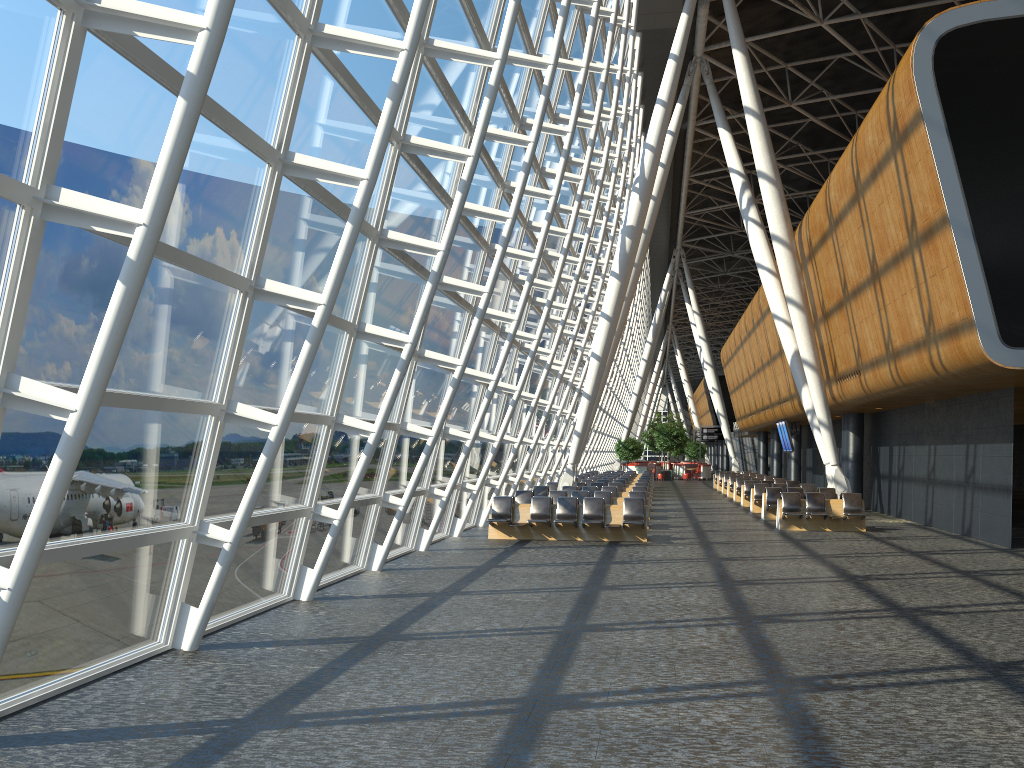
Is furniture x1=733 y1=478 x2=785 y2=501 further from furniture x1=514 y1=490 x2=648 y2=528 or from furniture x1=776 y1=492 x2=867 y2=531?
furniture x1=514 y1=490 x2=648 y2=528

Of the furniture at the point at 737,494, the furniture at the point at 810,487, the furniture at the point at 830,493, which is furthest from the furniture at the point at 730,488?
the furniture at the point at 830,493

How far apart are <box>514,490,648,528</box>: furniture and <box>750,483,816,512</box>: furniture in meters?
6.4

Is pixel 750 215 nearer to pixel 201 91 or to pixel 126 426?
pixel 126 426

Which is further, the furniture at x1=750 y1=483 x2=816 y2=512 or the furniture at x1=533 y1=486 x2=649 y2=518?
the furniture at x1=750 y1=483 x2=816 y2=512

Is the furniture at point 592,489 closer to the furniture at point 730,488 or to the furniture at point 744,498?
the furniture at point 744,498

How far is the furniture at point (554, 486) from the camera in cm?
2692

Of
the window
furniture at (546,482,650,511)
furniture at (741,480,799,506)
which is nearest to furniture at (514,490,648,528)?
the window

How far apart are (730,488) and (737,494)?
2.8m

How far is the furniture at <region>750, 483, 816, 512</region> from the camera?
26.01m
